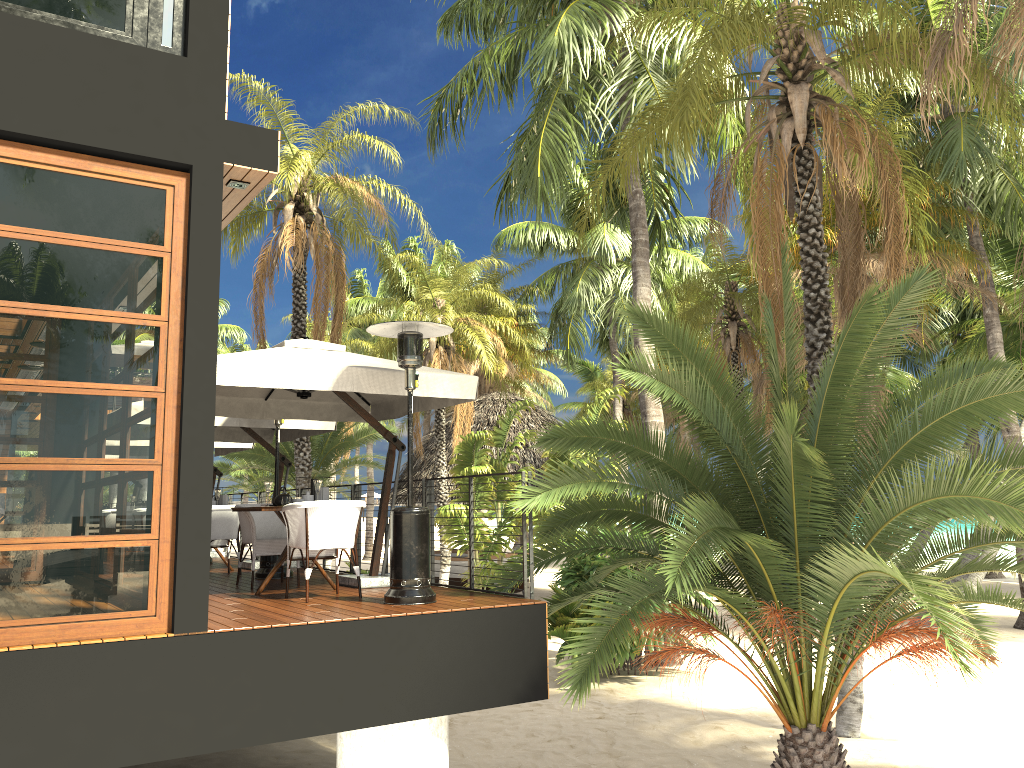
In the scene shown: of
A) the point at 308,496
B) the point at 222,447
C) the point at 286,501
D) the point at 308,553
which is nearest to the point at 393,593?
the point at 308,553

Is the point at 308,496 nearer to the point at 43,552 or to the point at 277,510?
the point at 277,510

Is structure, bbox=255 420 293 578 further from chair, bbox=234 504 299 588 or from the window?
the window

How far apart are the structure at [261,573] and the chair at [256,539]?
0.7m

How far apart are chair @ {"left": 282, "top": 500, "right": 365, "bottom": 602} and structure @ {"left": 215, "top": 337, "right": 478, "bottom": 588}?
0.6m

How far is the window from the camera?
5.1 meters

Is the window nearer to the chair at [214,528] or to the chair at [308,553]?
the chair at [308,553]

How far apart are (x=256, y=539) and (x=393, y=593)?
2.2m

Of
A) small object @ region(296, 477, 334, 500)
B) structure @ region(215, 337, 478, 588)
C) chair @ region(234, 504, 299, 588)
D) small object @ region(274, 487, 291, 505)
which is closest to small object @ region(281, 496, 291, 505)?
small object @ region(274, 487, 291, 505)

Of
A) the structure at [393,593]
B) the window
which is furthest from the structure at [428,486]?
the window
